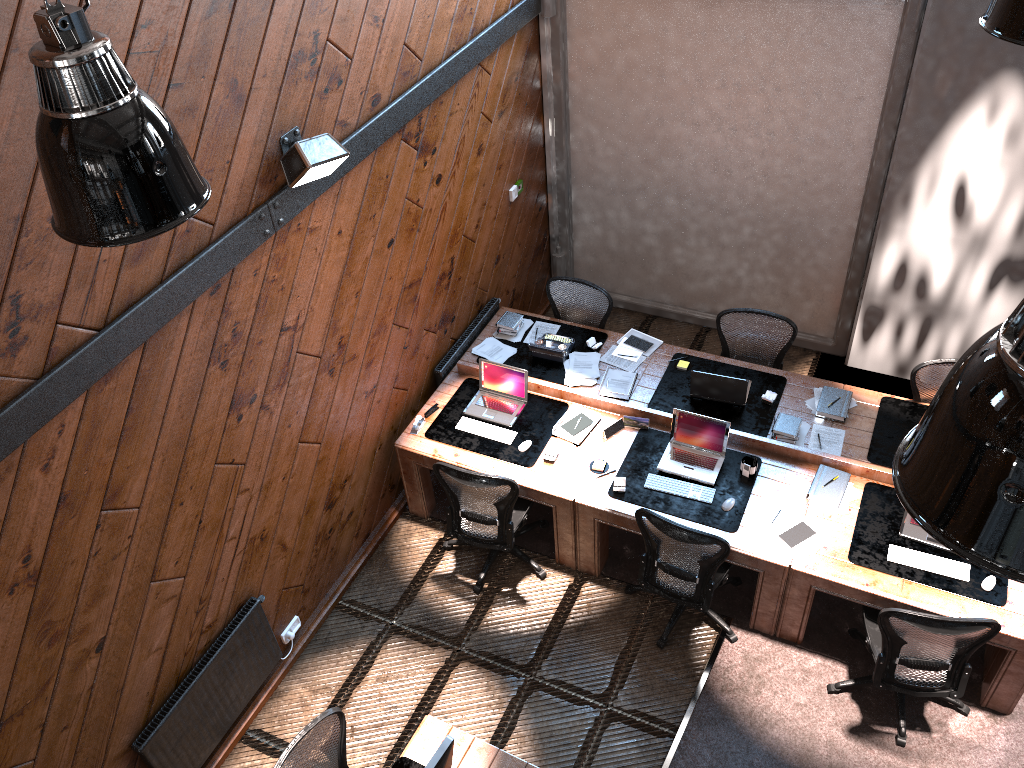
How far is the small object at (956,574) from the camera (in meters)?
5.06

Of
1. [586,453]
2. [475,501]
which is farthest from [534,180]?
[475,501]

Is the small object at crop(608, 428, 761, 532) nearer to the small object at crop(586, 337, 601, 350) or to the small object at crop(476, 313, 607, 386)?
the small object at crop(476, 313, 607, 386)

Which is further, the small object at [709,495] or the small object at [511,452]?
the small object at [511,452]

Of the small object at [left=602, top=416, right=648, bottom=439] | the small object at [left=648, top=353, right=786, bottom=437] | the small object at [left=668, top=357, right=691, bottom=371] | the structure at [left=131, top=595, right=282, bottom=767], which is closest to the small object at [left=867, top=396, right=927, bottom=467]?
the small object at [left=648, top=353, right=786, bottom=437]

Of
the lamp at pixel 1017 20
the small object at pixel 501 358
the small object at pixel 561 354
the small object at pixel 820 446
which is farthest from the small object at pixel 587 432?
the lamp at pixel 1017 20

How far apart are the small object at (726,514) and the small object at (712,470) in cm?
5

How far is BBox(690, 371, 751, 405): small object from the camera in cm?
610

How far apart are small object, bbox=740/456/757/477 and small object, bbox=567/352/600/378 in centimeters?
Result: 134cm

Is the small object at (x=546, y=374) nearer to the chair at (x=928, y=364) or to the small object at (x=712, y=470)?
the small object at (x=712, y=470)
